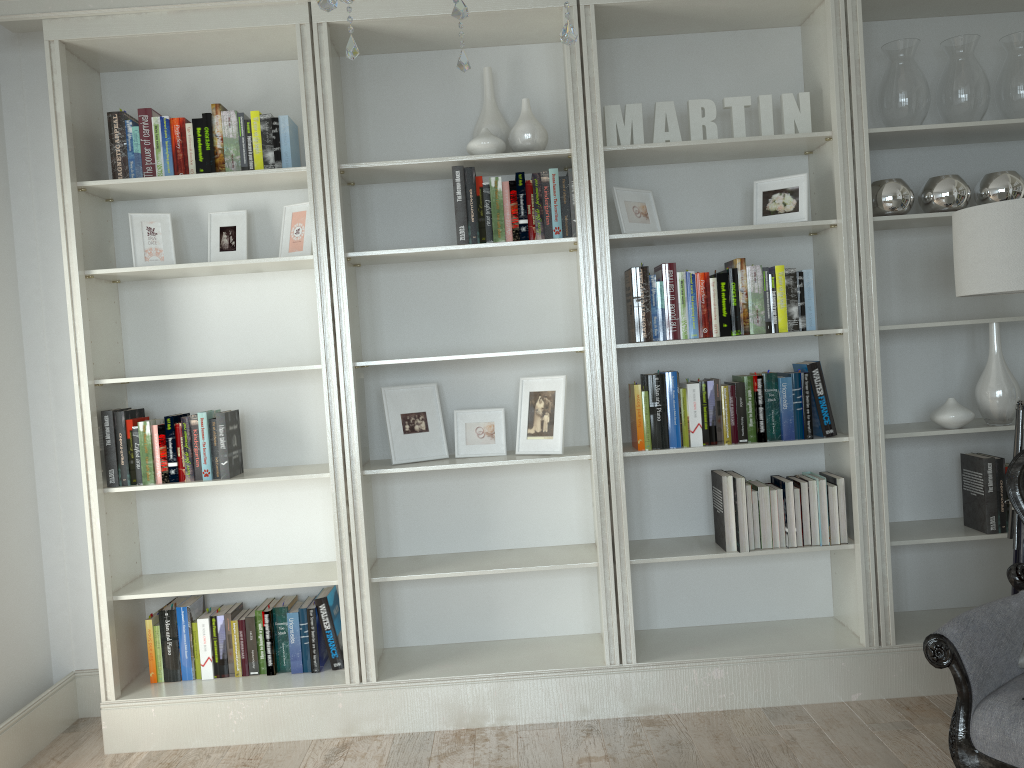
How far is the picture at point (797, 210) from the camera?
3.3m

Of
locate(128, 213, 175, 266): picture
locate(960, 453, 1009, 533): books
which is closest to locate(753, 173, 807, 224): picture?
locate(960, 453, 1009, 533): books

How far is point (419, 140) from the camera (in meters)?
3.61

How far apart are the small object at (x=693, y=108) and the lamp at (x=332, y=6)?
1.96m

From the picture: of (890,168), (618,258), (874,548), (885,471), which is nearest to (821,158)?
(890,168)

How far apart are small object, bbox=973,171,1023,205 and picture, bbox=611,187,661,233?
1.2m

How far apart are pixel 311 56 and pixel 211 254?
0.86m

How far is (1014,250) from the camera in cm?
263

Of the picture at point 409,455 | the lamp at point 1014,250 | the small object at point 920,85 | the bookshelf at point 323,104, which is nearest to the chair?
the lamp at point 1014,250

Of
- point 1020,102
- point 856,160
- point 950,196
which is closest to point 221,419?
point 856,160
